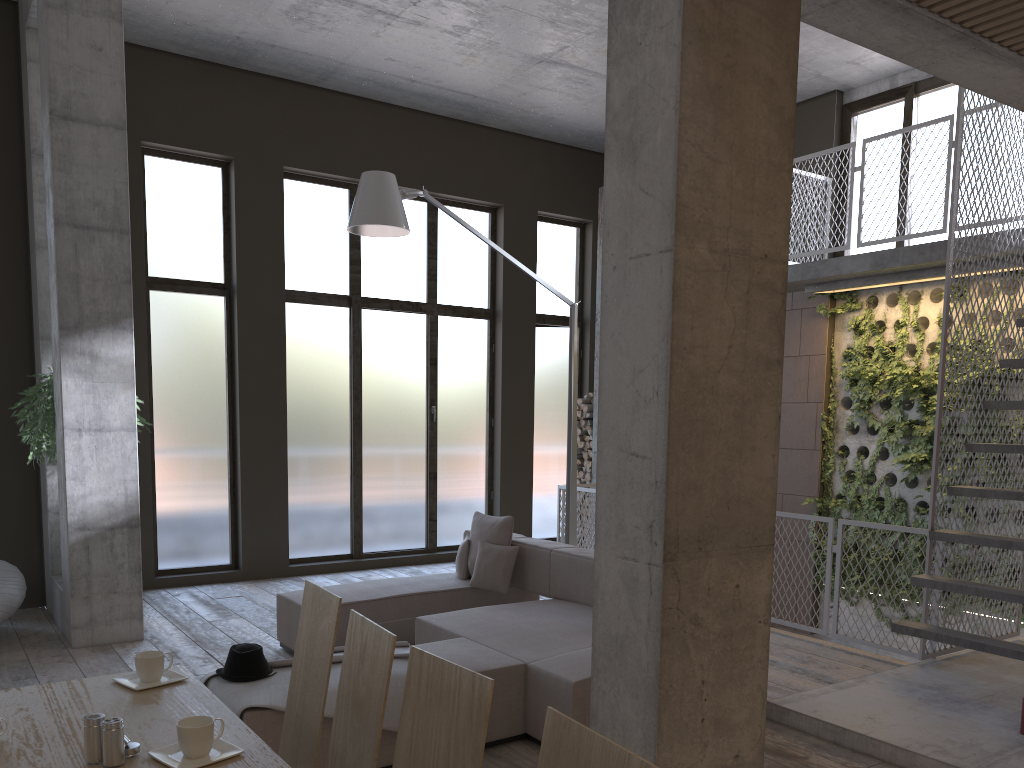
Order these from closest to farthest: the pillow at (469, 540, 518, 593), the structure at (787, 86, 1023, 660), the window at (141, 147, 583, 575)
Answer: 1. the structure at (787, 86, 1023, 660)
2. the pillow at (469, 540, 518, 593)
3. the window at (141, 147, 583, 575)

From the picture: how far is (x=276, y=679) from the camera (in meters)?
4.10

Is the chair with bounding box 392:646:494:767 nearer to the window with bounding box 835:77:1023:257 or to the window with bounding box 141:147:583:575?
the window with bounding box 141:147:583:575

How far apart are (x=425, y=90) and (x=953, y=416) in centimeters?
636cm

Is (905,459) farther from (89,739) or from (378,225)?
(89,739)

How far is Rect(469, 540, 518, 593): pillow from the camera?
6.4m

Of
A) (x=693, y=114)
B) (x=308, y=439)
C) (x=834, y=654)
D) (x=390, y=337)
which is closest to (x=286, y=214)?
(x=390, y=337)

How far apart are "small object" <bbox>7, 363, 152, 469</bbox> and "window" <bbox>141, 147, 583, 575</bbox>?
1.4m

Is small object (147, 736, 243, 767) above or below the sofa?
above

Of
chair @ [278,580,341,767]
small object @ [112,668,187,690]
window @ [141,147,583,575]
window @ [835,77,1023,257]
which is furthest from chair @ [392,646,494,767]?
window @ [835,77,1023,257]
